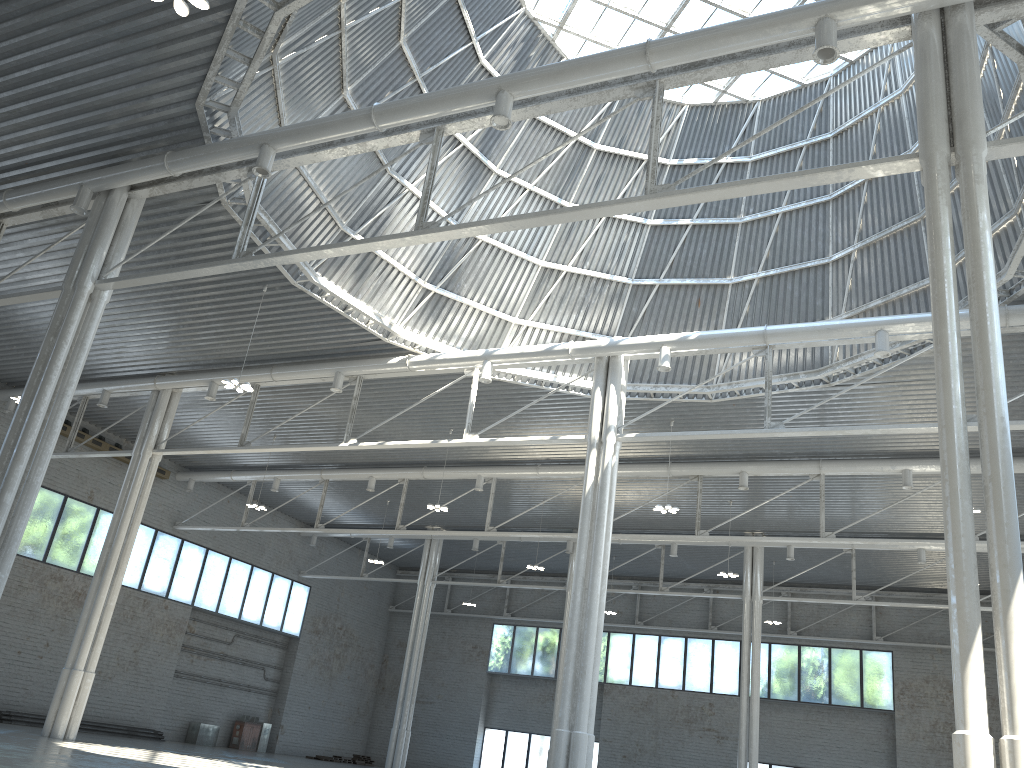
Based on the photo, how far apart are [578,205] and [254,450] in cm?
2375

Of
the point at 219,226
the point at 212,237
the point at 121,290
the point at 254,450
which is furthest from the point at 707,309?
the point at 121,290
